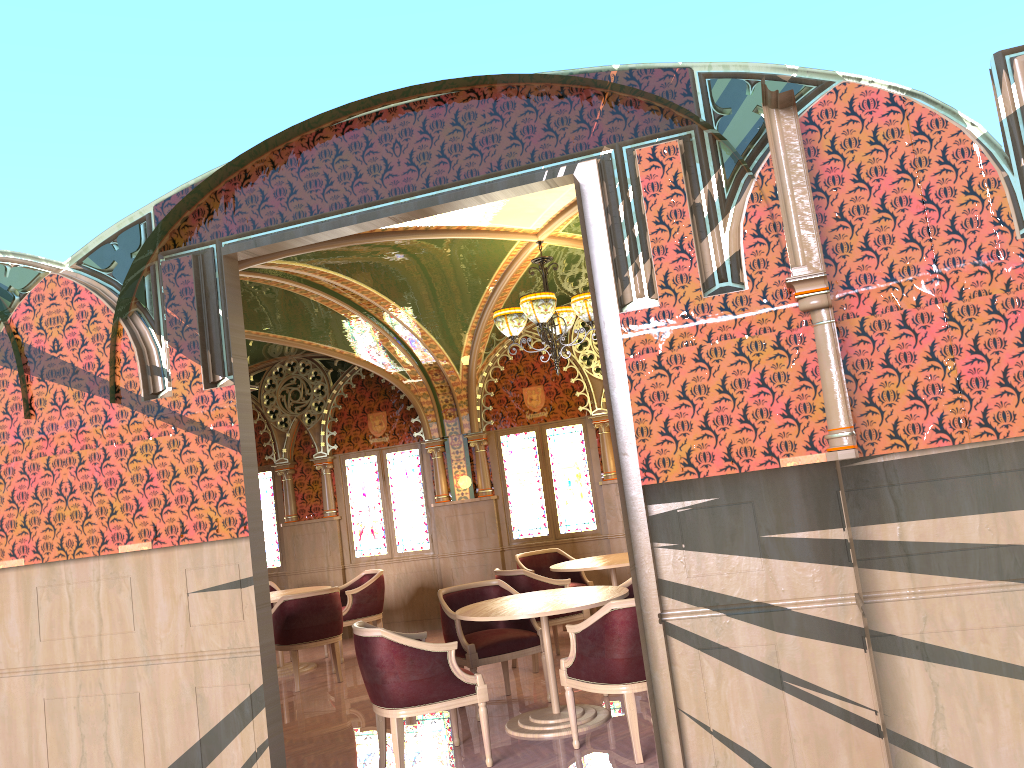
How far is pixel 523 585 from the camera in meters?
7.4

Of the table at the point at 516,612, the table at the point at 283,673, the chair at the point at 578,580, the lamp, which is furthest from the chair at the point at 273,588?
the table at the point at 516,612

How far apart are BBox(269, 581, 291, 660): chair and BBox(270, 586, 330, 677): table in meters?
0.9 m

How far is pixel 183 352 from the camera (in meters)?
4.77

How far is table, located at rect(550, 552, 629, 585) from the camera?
7.7m

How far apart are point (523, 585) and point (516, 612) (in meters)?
2.01

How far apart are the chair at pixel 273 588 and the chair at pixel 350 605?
0.9 meters

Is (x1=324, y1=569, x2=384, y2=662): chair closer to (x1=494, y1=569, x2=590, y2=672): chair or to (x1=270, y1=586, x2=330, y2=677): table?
(x1=270, y1=586, x2=330, y2=677): table

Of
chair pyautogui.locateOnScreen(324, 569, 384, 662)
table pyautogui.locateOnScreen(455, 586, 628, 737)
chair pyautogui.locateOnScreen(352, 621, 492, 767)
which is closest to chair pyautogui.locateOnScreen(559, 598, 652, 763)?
table pyautogui.locateOnScreen(455, 586, 628, 737)

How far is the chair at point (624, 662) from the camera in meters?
4.7 m
